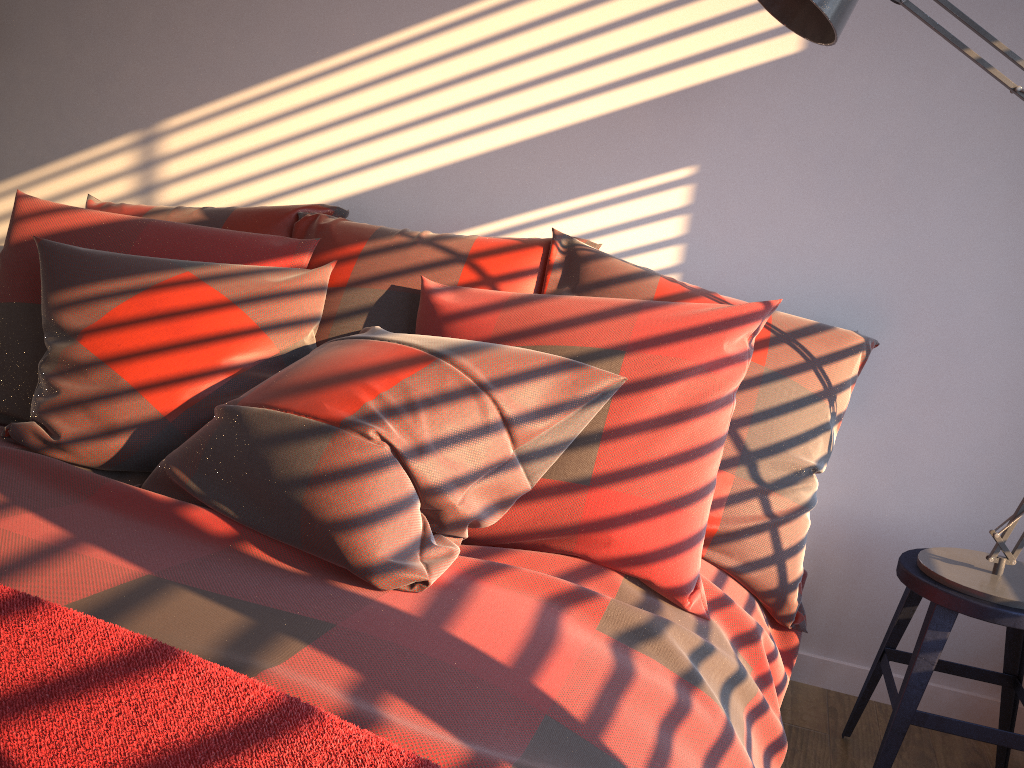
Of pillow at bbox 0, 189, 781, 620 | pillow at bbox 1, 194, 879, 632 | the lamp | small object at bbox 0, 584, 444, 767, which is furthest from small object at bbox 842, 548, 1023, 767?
small object at bbox 0, 584, 444, 767

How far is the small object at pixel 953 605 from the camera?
1.6m

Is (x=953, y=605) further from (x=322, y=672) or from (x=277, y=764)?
(x=277, y=764)

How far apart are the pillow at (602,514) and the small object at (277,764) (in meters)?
0.73

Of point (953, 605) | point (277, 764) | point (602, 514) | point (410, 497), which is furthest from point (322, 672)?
point (953, 605)

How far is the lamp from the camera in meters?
1.5 m

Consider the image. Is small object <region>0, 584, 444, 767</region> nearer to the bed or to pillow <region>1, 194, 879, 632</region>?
the bed

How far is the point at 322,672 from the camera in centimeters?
96cm

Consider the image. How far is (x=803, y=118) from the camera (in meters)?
2.05

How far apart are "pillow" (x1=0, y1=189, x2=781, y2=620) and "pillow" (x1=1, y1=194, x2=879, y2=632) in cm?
Answer: 2
